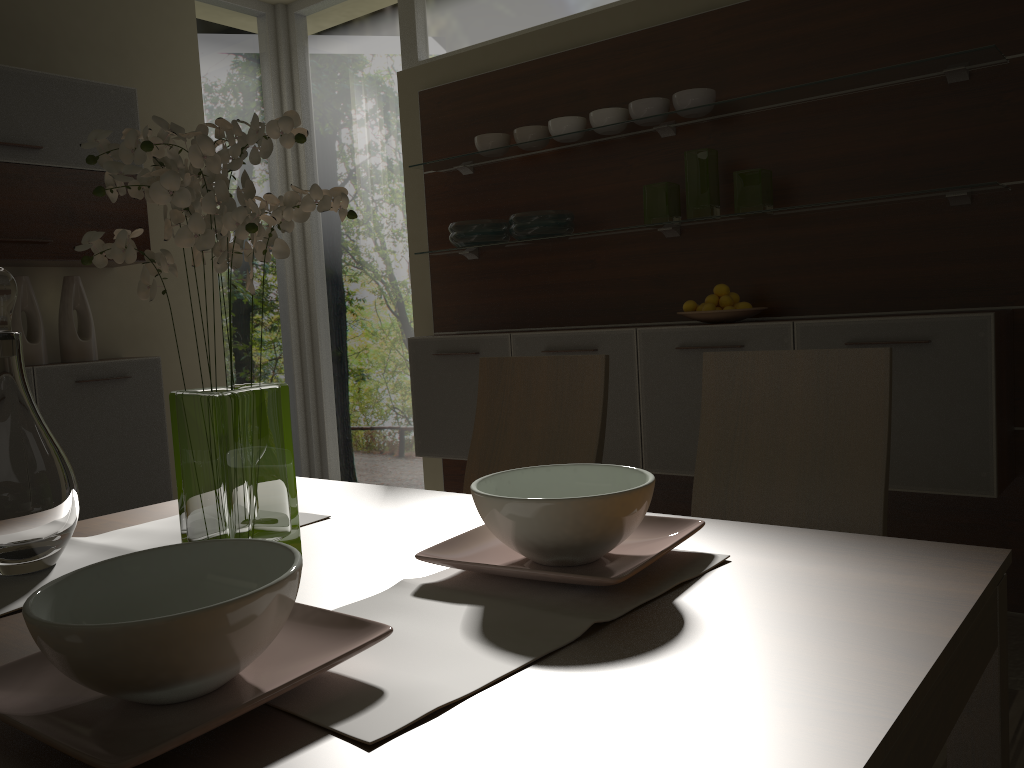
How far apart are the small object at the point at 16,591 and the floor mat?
1.6m

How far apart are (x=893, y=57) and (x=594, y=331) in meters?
1.4 m

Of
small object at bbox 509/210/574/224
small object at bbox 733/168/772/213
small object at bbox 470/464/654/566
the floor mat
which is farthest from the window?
small object at bbox 470/464/654/566

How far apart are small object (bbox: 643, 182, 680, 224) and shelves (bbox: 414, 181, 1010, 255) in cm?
3

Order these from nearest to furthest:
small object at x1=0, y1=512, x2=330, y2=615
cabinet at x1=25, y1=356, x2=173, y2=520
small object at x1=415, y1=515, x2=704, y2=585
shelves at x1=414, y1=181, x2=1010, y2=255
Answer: small object at x1=415, y1=515, x2=704, y2=585 → small object at x1=0, y1=512, x2=330, y2=615 → shelves at x1=414, y1=181, x2=1010, y2=255 → cabinet at x1=25, y1=356, x2=173, y2=520

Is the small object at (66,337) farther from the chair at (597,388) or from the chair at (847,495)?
the chair at (847,495)

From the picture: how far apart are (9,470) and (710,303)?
2.56m

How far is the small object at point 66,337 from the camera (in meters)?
3.94

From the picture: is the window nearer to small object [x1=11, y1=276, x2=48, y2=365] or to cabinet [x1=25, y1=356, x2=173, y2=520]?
cabinet [x1=25, y1=356, x2=173, y2=520]

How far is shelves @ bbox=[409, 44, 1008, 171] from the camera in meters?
2.8
